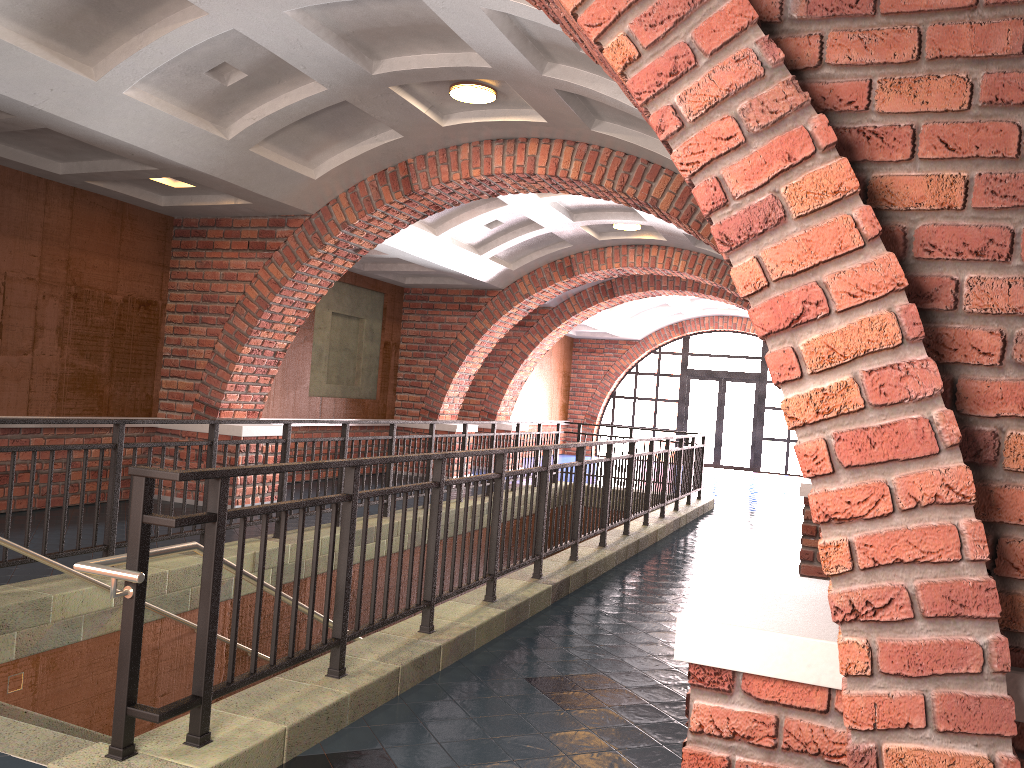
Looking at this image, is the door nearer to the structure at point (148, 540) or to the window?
the window

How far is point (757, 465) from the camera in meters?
21.4

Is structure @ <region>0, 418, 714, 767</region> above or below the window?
below

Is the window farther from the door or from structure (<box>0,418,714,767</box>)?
structure (<box>0,418,714,767</box>)

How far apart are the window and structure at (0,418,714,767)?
9.3m

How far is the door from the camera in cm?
2179

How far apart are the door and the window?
0.2 meters

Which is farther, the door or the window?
the door

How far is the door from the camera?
21.8 meters

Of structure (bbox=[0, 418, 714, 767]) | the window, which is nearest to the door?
the window
